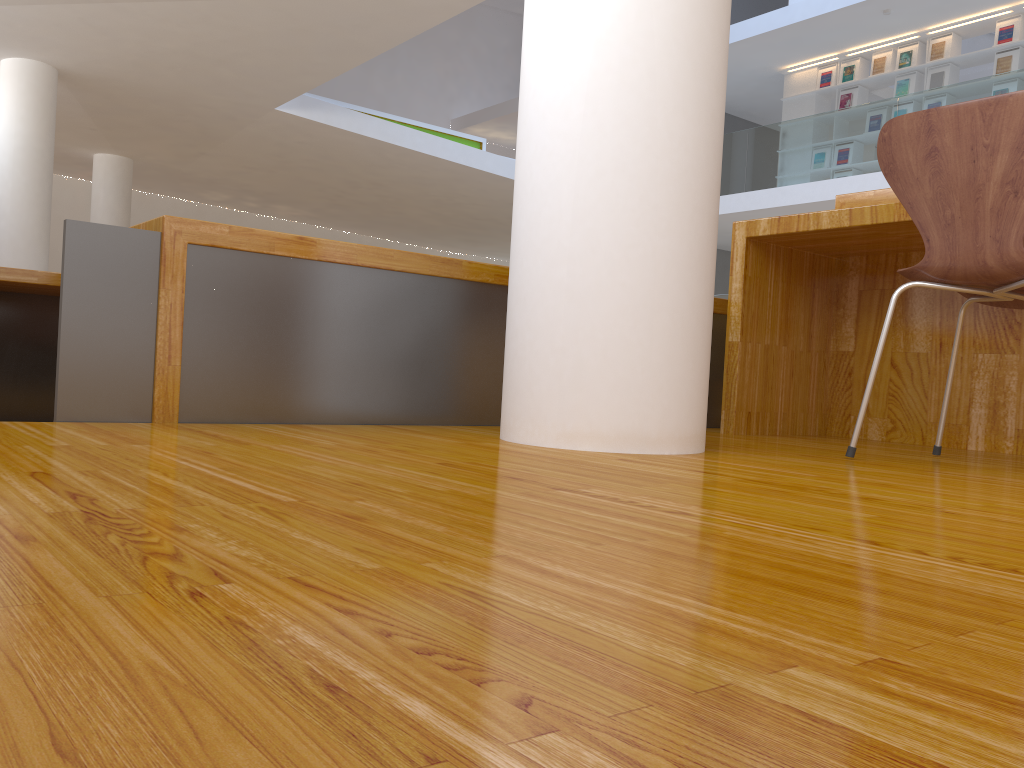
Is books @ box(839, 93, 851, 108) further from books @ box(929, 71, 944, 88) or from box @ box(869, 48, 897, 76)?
books @ box(929, 71, 944, 88)

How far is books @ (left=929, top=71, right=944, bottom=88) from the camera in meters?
9.7 m

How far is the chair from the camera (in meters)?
1.62

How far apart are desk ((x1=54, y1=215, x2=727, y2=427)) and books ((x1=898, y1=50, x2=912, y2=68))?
8.73m

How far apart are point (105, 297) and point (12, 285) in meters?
2.0

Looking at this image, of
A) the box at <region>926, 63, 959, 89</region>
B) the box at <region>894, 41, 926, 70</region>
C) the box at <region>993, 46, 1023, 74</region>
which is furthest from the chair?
the box at <region>894, 41, 926, 70</region>

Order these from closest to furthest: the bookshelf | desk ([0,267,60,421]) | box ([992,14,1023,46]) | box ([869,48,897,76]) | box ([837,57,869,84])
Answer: desk ([0,267,60,421])
box ([992,14,1023,46])
the bookshelf
box ([869,48,897,76])
box ([837,57,869,84])

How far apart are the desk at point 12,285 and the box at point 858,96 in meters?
9.4 m

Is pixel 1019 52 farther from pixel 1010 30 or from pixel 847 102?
pixel 847 102

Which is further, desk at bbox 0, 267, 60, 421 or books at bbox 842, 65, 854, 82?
→ books at bbox 842, 65, 854, 82
